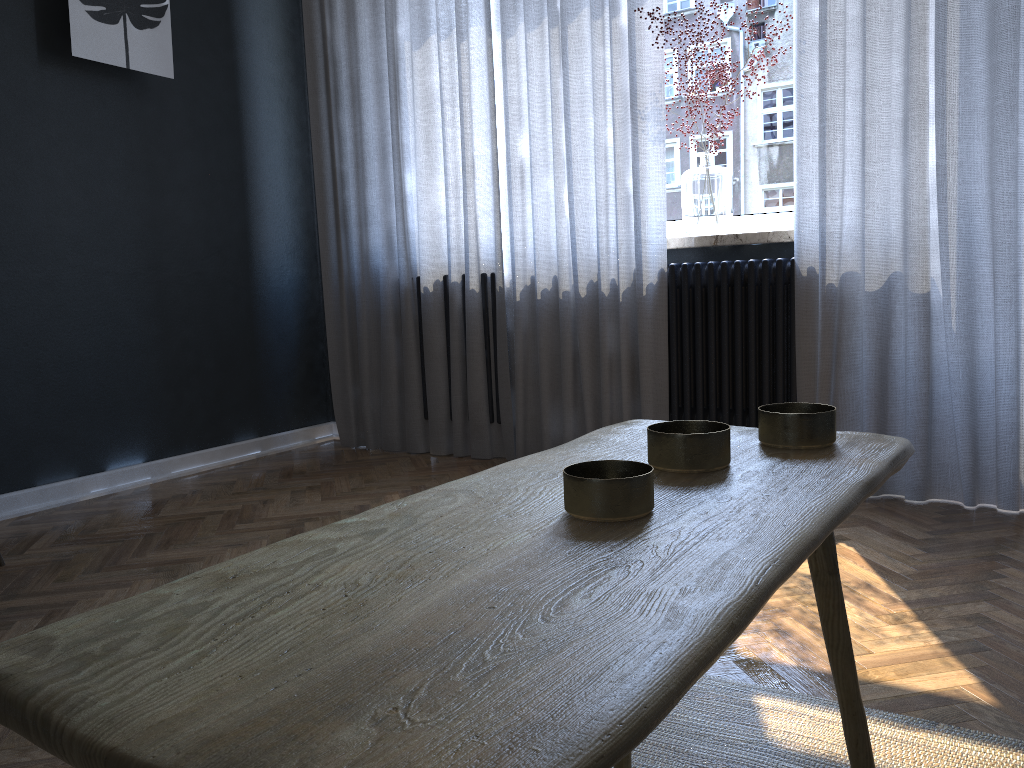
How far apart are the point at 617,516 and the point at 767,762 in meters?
0.9

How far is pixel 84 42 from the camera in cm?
304

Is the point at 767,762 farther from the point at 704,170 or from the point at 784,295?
the point at 704,170

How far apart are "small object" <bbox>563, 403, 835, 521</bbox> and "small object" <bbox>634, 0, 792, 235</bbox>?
2.29m

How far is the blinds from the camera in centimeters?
251cm

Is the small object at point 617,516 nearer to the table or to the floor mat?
the table

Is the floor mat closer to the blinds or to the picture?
the blinds

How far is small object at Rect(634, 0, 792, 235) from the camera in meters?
3.1

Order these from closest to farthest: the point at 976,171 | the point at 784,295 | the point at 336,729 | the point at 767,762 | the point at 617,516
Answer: the point at 336,729
the point at 617,516
the point at 767,762
the point at 976,171
the point at 784,295

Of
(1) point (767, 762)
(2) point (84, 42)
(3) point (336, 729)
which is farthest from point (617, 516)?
(2) point (84, 42)
